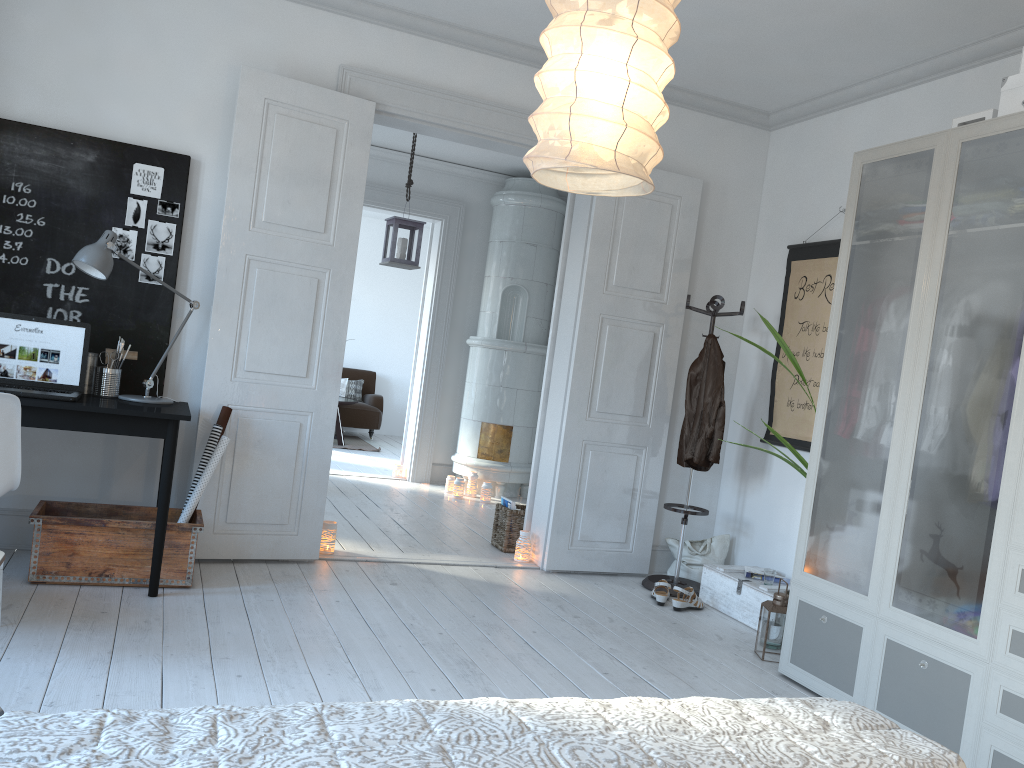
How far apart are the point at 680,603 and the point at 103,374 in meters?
3.0

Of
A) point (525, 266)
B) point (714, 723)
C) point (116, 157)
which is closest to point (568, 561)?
point (116, 157)

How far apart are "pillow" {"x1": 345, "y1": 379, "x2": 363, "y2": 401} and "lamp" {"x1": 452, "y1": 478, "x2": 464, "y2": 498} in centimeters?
429cm

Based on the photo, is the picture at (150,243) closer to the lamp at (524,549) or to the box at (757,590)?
the lamp at (524,549)

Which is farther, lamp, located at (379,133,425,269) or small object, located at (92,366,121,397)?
lamp, located at (379,133,425,269)

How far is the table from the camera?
9.8m

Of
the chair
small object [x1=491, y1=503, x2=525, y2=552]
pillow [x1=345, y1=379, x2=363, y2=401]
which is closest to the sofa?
pillow [x1=345, y1=379, x2=363, y2=401]

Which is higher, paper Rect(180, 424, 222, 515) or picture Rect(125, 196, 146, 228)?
picture Rect(125, 196, 146, 228)

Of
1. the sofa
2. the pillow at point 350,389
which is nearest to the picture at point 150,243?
the sofa

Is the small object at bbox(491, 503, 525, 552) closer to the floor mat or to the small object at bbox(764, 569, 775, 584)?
the small object at bbox(764, 569, 775, 584)
